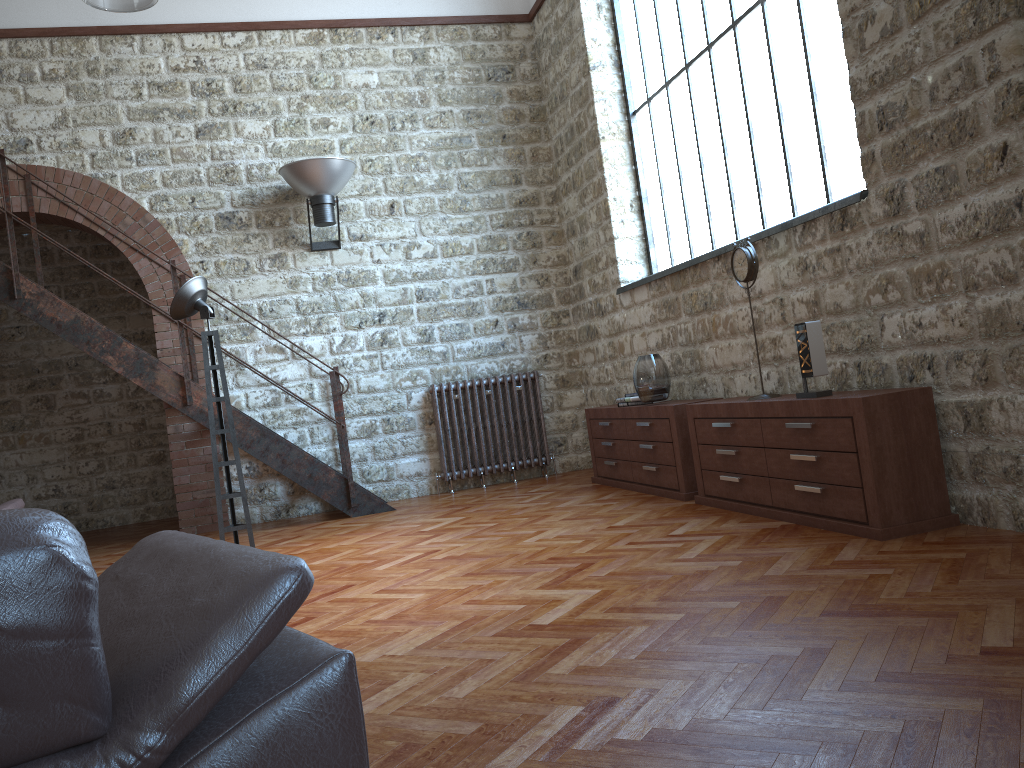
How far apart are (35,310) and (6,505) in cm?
249

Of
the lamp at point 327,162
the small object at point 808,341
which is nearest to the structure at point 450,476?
the lamp at point 327,162

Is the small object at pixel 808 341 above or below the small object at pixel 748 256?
below

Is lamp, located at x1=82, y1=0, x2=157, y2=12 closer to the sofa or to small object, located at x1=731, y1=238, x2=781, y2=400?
the sofa

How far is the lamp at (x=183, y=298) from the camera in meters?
5.1 m

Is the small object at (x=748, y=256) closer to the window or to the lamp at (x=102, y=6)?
the window

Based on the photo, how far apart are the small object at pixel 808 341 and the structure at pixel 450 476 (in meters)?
4.02

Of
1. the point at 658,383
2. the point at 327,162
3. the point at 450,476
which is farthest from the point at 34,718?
the point at 450,476

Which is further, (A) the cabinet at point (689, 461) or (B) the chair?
(A) the cabinet at point (689, 461)

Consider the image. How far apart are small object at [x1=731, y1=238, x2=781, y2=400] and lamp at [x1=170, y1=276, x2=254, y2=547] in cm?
300
